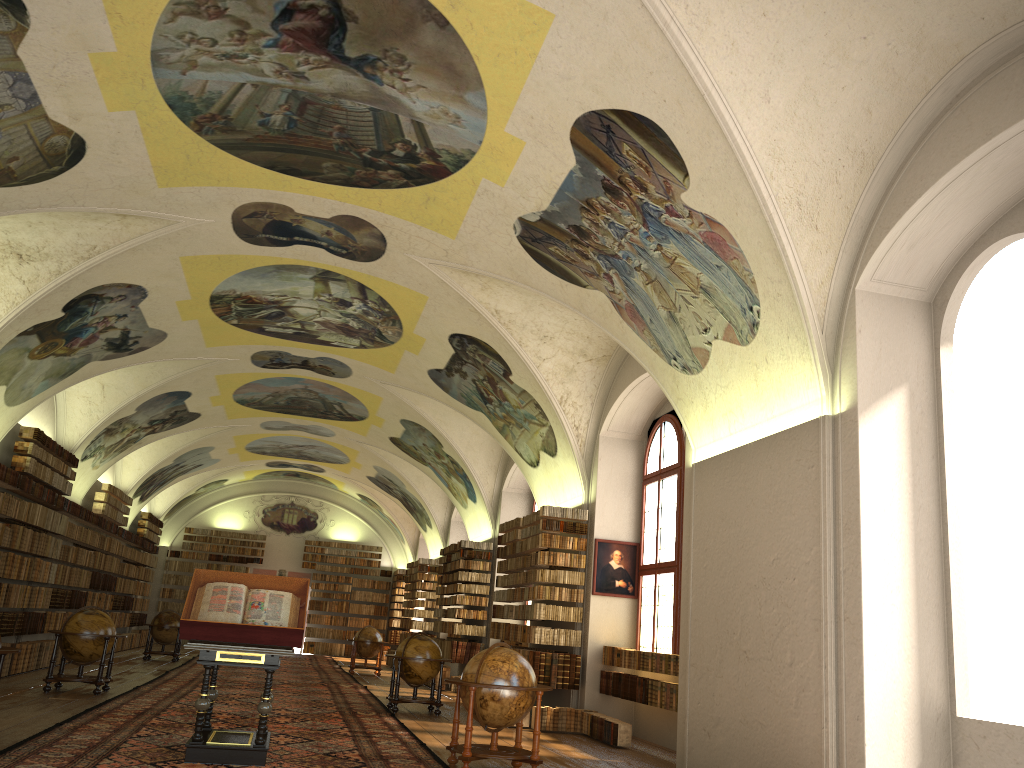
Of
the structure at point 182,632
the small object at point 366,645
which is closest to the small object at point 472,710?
the structure at point 182,632

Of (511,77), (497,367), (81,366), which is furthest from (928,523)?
(81,366)

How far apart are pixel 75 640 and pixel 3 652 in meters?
6.6 m

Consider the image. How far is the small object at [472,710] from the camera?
9.84m

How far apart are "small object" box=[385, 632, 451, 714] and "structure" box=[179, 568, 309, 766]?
5.9 meters

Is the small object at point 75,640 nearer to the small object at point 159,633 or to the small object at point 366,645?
the small object at point 159,633

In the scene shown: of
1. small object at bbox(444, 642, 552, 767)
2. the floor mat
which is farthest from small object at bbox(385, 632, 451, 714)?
small object at bbox(444, 642, 552, 767)

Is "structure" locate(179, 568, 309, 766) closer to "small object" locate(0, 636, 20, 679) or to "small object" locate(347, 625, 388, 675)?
"small object" locate(0, 636, 20, 679)

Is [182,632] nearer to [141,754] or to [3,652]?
[141,754]

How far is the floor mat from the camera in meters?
9.2 m
